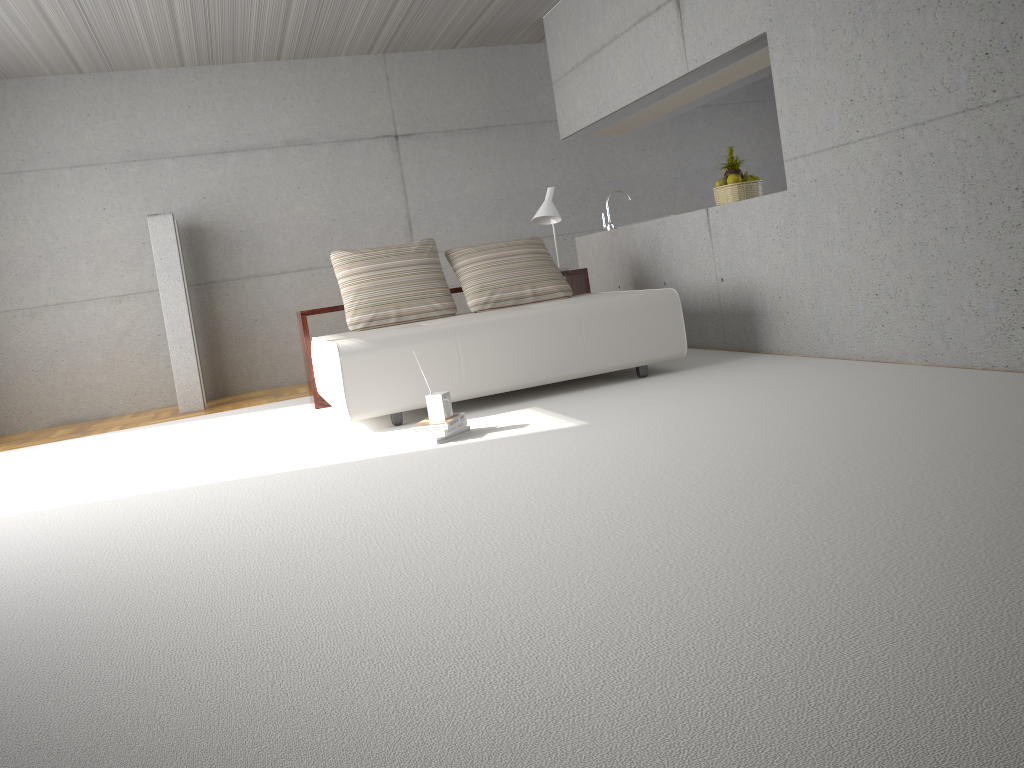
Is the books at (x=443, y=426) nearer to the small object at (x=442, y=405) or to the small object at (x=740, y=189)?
the small object at (x=442, y=405)

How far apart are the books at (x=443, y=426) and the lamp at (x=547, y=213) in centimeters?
291cm

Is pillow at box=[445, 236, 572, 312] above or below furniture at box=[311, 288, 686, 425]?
above

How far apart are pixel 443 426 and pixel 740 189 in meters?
3.2 m

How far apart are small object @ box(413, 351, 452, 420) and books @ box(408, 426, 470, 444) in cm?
10

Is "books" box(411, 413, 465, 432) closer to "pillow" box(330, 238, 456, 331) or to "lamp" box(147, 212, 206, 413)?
"pillow" box(330, 238, 456, 331)

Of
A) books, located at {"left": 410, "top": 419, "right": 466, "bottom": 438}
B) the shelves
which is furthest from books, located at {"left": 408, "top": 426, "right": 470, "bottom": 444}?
the shelves

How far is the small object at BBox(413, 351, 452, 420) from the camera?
4.4m

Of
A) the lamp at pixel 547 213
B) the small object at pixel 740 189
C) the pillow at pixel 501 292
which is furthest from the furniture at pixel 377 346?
the small object at pixel 740 189

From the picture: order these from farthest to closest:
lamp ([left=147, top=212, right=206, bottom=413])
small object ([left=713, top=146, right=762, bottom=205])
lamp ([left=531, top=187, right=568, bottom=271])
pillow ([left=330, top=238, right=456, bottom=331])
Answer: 1. lamp ([left=147, top=212, right=206, bottom=413])
2. lamp ([left=531, top=187, right=568, bottom=271])
3. small object ([left=713, top=146, right=762, bottom=205])
4. pillow ([left=330, top=238, right=456, bottom=331])
